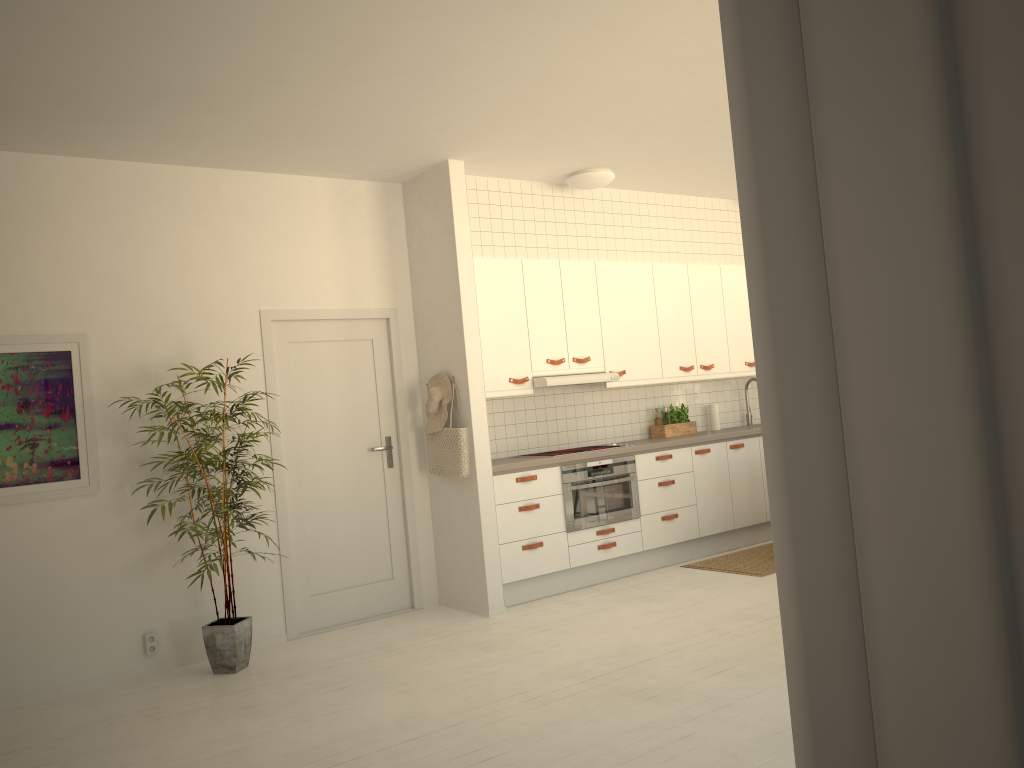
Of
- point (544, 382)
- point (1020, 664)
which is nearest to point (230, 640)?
point (544, 382)

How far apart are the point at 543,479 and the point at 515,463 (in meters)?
0.28

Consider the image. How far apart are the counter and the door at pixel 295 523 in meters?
0.6 m

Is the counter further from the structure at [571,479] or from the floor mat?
the floor mat

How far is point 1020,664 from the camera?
0.4m

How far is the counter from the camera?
5.78m

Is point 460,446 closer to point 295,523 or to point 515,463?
point 515,463

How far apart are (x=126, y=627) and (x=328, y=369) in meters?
1.9 m

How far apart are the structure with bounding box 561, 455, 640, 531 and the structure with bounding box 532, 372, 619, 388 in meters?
0.6

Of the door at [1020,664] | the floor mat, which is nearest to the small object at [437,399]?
the floor mat
